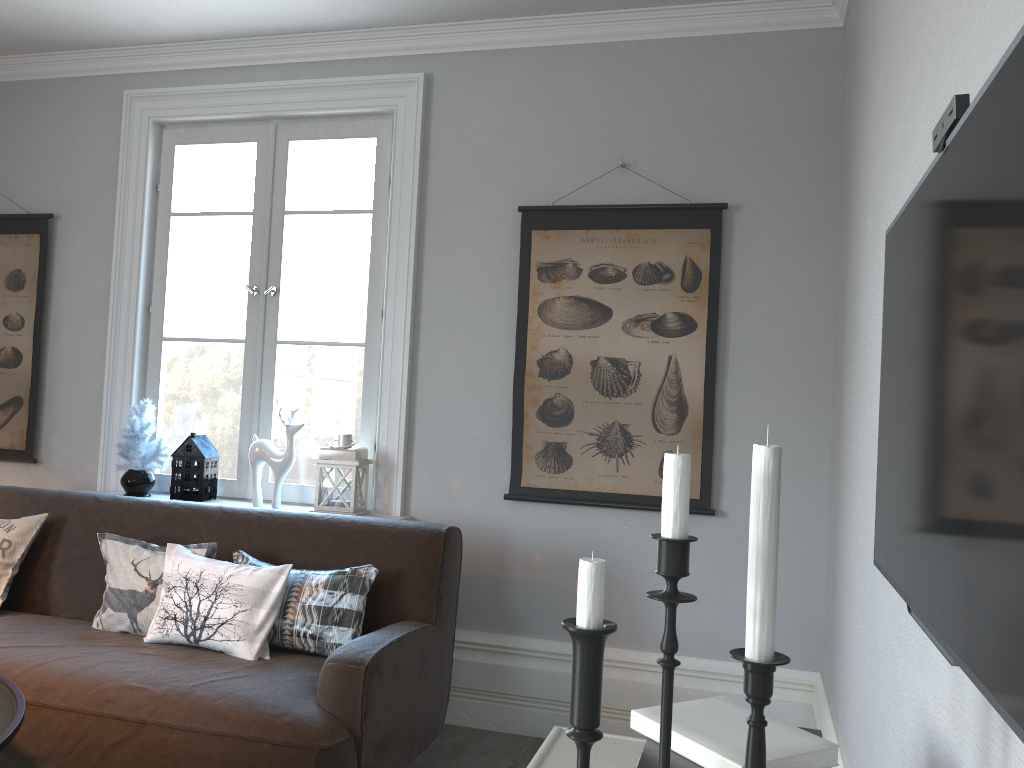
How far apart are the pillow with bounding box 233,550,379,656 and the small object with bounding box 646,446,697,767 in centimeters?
203cm

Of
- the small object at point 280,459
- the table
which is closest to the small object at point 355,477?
the small object at point 280,459

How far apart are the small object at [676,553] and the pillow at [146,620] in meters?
2.3 m

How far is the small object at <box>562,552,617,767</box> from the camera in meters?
0.9

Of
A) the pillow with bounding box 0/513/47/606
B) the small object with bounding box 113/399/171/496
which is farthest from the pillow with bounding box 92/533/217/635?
the small object with bounding box 113/399/171/496

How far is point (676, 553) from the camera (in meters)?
0.84

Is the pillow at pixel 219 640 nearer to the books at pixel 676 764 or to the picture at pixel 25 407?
the picture at pixel 25 407

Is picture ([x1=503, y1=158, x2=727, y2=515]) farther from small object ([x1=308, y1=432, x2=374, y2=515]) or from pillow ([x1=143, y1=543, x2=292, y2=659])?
pillow ([x1=143, y1=543, x2=292, y2=659])

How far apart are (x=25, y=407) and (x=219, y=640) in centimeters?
202cm

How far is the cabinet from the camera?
1.2 meters
